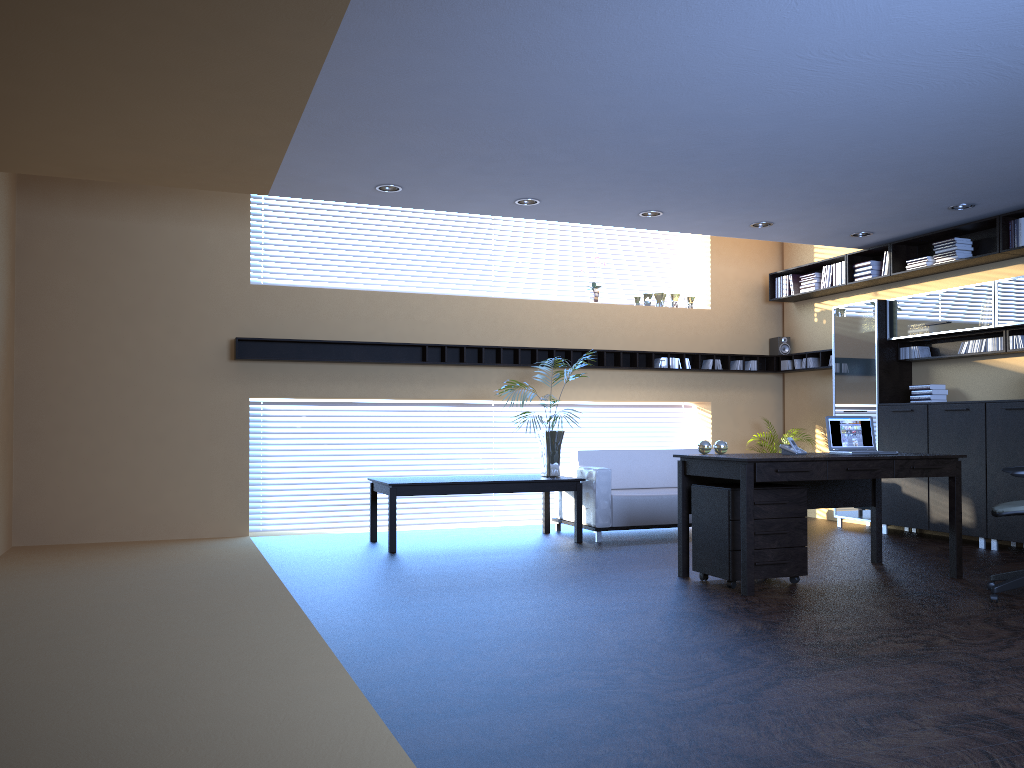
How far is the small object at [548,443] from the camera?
8.60m

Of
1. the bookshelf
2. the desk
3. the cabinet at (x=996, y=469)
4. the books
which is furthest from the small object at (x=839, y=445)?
the books

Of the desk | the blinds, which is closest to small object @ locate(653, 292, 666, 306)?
the blinds

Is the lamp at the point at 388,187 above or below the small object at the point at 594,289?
above

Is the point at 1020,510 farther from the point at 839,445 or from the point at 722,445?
the point at 722,445

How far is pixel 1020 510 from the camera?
5.5m

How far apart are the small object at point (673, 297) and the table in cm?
313

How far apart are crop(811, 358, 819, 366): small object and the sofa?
2.3 meters

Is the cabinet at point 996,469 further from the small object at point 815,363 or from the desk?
the desk

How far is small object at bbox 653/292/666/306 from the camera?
Answer: 10.7m
